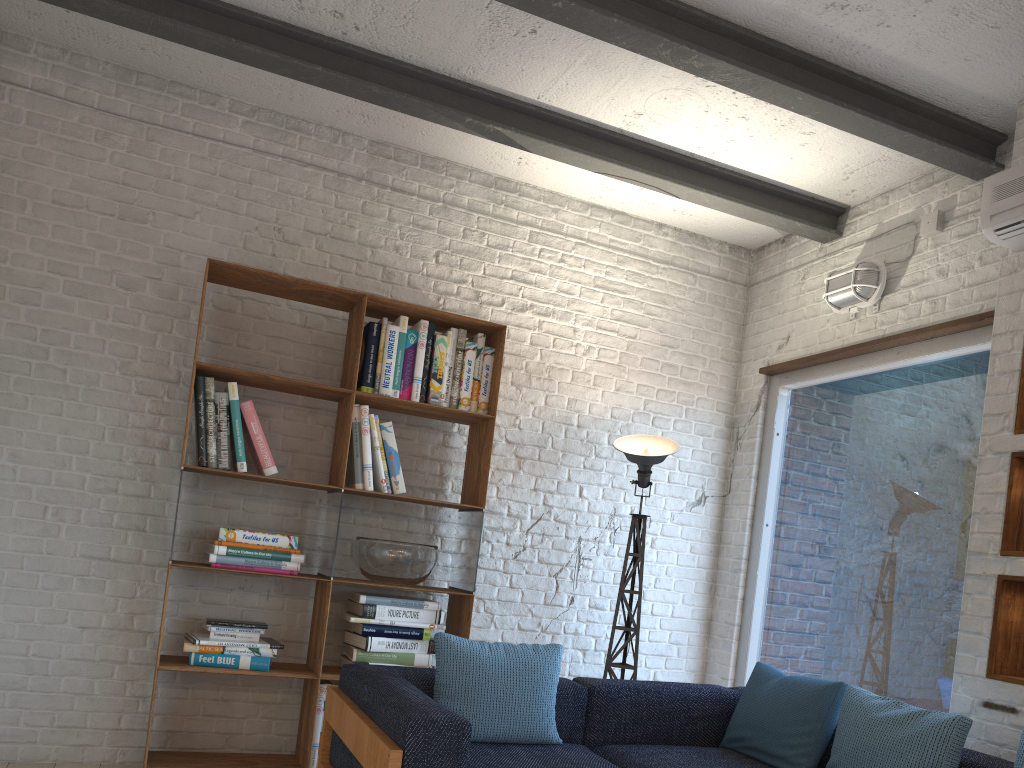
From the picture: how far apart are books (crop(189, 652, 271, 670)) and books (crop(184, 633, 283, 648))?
0.1 meters

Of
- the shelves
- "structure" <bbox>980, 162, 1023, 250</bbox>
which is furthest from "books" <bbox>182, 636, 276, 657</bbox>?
A: "structure" <bbox>980, 162, 1023, 250</bbox>

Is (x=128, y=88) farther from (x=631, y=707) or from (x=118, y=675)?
(x=631, y=707)

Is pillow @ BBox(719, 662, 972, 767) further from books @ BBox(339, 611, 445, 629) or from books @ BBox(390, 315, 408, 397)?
books @ BBox(390, 315, 408, 397)

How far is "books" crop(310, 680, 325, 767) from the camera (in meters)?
3.64

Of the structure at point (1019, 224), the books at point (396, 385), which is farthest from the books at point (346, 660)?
the structure at point (1019, 224)

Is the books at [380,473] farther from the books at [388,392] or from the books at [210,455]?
the books at [210,455]

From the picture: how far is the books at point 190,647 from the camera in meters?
3.5

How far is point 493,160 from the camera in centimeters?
453cm

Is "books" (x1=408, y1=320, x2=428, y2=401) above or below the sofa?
above
